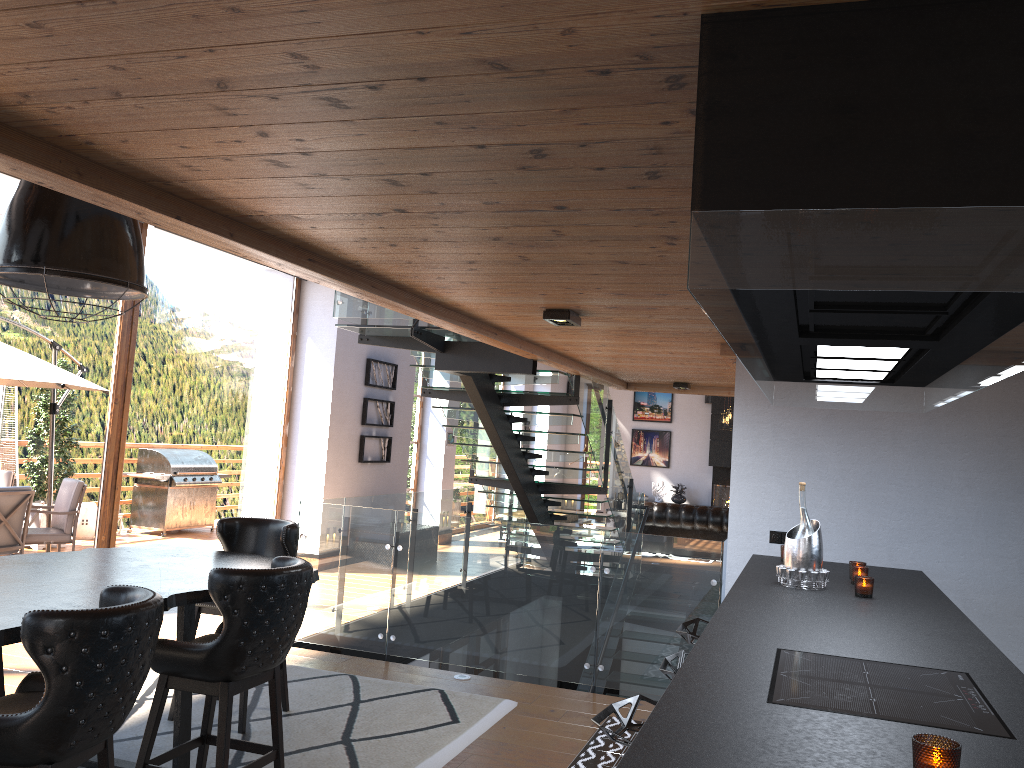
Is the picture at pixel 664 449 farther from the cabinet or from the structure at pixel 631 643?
the cabinet

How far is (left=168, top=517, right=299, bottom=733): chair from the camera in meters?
5.1 m

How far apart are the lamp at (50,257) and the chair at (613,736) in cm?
248

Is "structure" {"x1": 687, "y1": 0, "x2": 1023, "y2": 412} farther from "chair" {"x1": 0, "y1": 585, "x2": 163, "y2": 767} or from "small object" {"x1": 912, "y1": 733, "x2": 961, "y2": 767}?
"chair" {"x1": 0, "y1": 585, "x2": 163, "y2": 767}

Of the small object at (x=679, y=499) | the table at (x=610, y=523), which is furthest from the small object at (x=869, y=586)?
the small object at (x=679, y=499)

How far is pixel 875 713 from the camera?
2.0m

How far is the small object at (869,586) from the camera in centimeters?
364cm

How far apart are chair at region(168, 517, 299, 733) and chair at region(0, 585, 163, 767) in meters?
1.9 m

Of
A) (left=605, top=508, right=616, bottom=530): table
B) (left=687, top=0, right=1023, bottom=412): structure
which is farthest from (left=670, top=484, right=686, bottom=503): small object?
(left=687, top=0, right=1023, bottom=412): structure

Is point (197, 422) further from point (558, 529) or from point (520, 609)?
point (558, 529)
